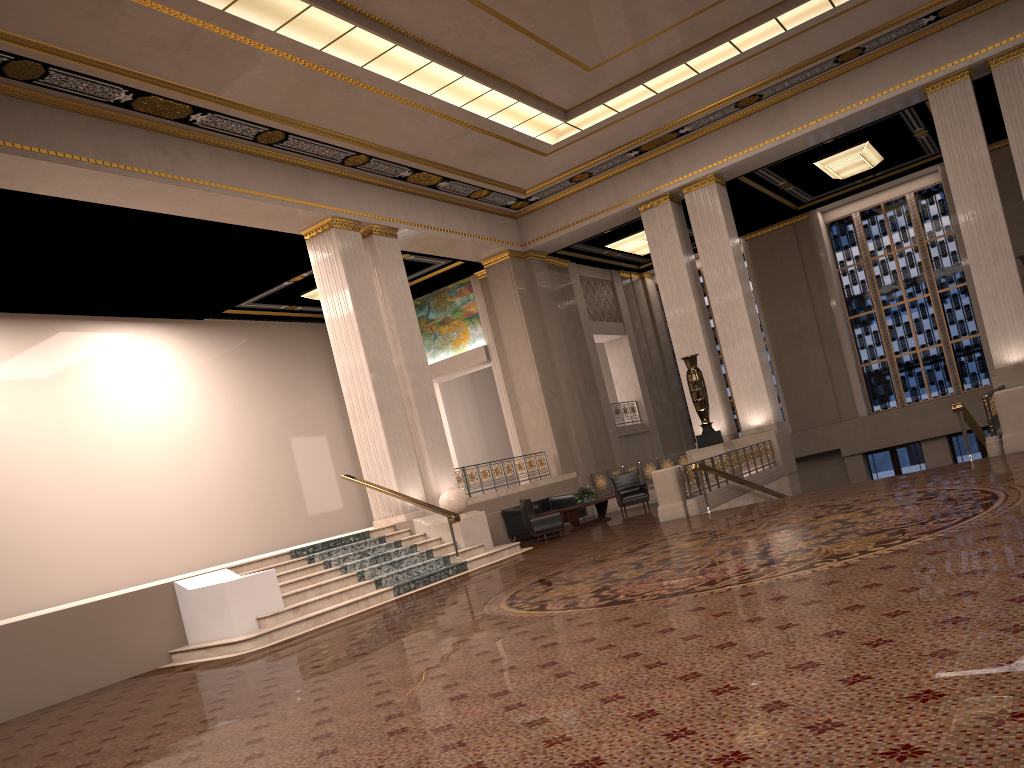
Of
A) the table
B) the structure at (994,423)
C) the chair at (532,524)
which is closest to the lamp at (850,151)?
the structure at (994,423)

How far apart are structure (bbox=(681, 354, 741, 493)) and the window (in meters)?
8.55

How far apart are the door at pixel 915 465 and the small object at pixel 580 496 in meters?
10.3

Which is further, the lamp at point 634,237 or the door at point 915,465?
the door at point 915,465

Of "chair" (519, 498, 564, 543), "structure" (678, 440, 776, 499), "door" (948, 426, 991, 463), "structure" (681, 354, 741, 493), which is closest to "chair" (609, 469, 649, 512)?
"structure" (681, 354, 741, 493)

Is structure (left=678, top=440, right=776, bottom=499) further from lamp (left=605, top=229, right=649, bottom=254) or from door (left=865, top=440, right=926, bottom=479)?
door (left=865, top=440, right=926, bottom=479)

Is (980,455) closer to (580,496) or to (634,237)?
(634,237)

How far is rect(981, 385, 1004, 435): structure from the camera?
11.42m

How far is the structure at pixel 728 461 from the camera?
15.5 meters

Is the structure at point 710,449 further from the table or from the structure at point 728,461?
the table
